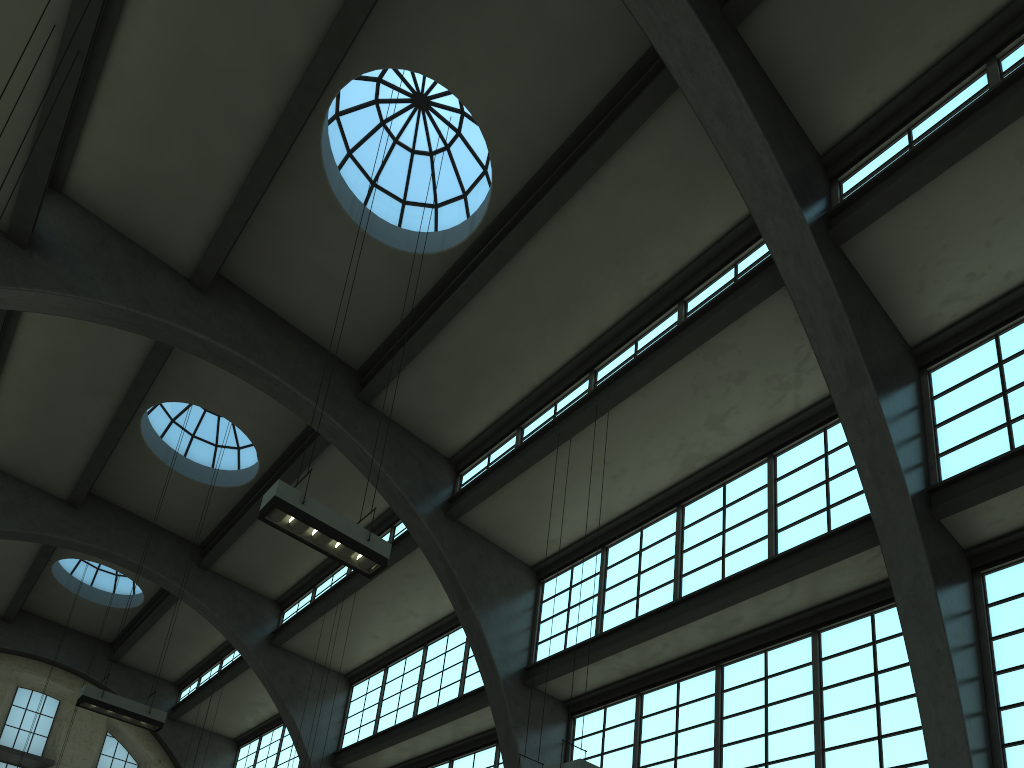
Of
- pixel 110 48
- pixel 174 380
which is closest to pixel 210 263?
pixel 110 48

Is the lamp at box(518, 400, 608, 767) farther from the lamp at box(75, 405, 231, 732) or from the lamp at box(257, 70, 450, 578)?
the lamp at box(75, 405, 231, 732)

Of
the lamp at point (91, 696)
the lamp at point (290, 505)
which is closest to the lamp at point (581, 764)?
the lamp at point (290, 505)

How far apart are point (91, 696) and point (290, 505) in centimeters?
776cm

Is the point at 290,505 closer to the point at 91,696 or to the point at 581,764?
the point at 581,764

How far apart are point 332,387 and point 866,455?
10.04m

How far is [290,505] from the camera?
9.2m

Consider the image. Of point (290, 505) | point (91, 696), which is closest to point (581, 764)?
point (290, 505)

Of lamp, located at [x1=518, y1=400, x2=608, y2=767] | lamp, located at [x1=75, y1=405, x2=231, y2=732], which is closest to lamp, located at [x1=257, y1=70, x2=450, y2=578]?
lamp, located at [x1=518, y1=400, x2=608, y2=767]

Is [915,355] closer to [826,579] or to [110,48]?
[826,579]
